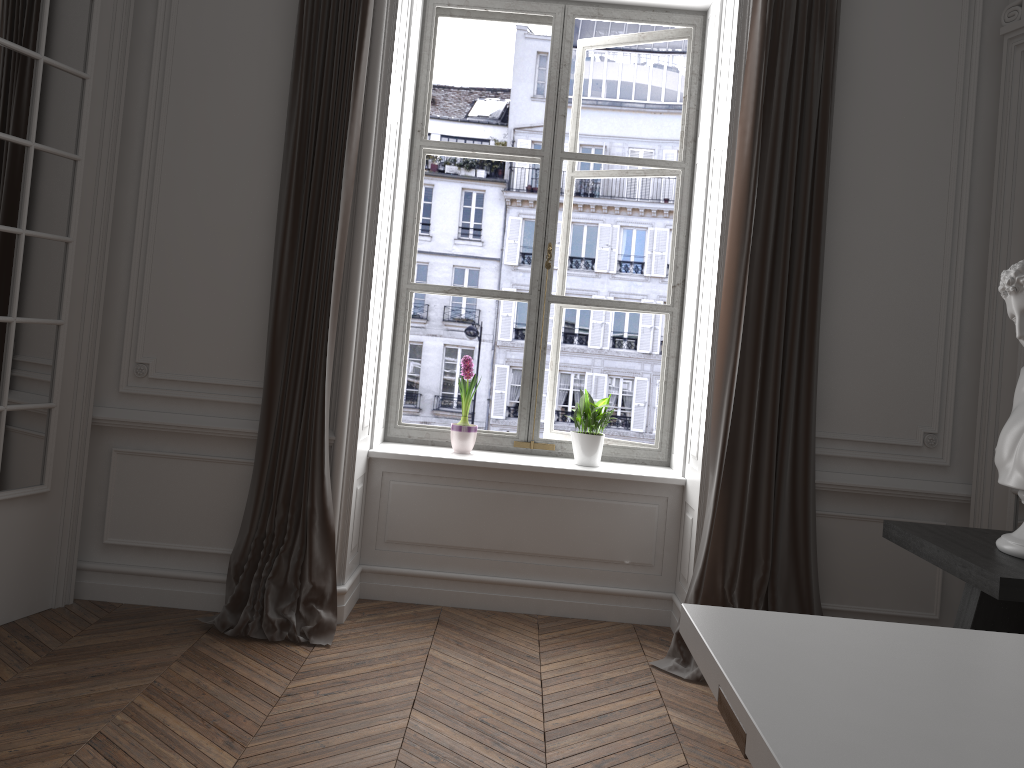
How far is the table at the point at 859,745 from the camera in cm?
124

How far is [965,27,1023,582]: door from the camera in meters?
3.6

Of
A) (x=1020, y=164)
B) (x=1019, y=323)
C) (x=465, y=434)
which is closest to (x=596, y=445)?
(x=465, y=434)

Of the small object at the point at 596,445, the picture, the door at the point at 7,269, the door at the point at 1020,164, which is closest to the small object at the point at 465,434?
the picture

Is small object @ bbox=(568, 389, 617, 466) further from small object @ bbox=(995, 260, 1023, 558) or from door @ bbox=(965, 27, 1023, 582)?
small object @ bbox=(995, 260, 1023, 558)

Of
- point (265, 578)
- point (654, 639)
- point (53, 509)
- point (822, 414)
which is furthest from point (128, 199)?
point (822, 414)

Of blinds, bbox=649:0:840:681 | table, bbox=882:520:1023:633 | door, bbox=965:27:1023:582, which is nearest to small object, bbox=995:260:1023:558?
table, bbox=882:520:1023:633

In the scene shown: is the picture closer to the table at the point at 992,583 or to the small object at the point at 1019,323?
the table at the point at 992,583

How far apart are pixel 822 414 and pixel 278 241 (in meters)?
2.44

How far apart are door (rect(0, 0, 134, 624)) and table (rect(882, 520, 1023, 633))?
→ 3.2m
